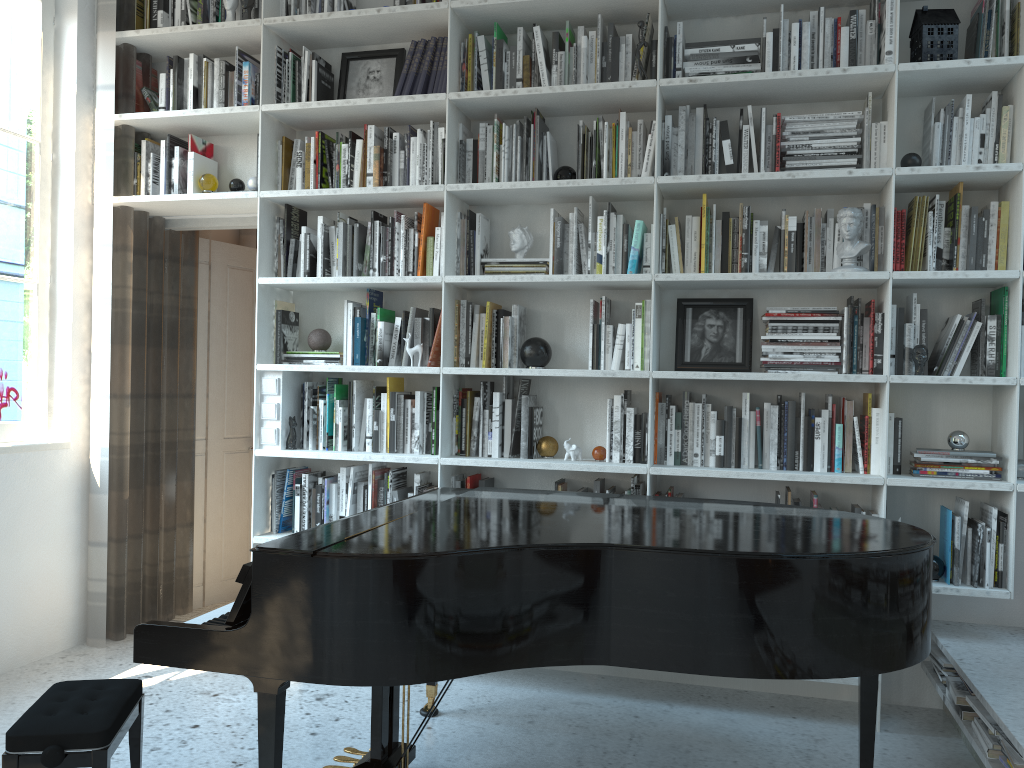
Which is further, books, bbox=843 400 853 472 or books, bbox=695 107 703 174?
books, bbox=695 107 703 174

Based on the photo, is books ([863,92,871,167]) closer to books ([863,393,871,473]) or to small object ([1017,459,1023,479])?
books ([863,393,871,473])

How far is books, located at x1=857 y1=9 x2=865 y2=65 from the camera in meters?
3.3

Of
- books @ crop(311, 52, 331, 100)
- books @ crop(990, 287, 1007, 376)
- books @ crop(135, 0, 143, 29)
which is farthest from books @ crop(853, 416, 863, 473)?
books @ crop(135, 0, 143, 29)

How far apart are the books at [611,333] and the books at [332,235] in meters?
1.3 m

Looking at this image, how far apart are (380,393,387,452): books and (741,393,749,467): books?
1.5m

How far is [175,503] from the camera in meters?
4.4

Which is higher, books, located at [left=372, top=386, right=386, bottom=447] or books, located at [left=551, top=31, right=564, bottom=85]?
books, located at [left=551, top=31, right=564, bottom=85]

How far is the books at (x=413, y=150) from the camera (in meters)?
3.73

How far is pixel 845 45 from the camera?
3.3 meters
